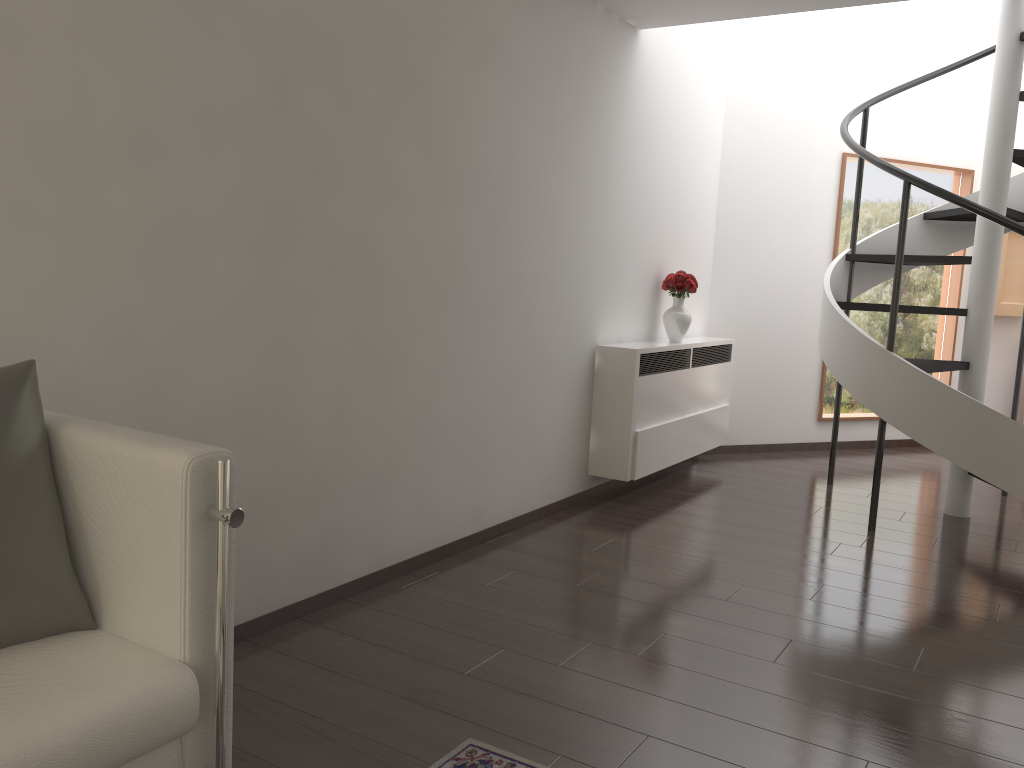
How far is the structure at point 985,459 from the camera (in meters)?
4.75

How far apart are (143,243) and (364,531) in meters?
1.6 m

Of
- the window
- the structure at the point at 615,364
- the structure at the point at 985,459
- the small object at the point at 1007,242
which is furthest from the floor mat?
the small object at the point at 1007,242

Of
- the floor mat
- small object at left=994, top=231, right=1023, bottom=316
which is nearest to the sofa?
the floor mat

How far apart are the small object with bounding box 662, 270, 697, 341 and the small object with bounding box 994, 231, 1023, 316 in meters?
3.8 m

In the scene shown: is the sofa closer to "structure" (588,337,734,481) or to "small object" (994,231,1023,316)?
"structure" (588,337,734,481)

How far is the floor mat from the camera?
2.47m

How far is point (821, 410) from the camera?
7.7m

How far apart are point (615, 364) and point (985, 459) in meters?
2.1 m

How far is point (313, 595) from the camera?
3.51m
